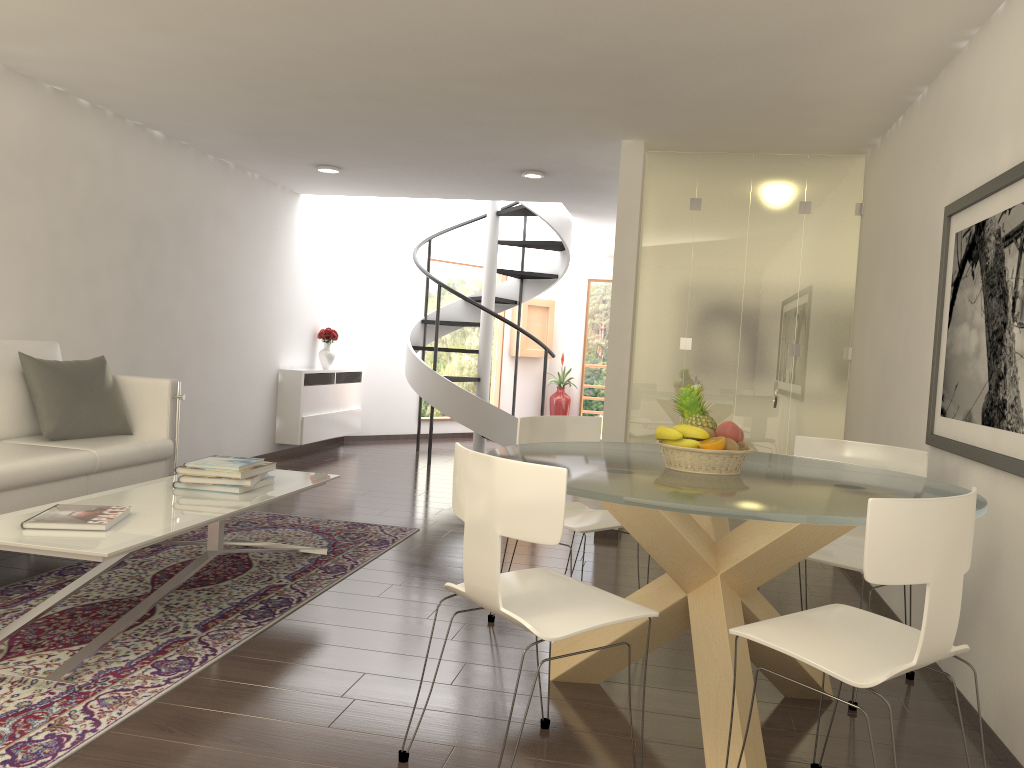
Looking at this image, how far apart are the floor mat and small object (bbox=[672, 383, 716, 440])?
2.13m

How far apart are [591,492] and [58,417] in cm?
371

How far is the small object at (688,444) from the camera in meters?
3.2 m

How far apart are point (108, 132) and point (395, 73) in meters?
2.7 m

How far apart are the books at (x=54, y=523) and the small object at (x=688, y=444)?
2.2m

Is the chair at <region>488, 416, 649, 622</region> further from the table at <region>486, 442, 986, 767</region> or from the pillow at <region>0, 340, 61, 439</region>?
the pillow at <region>0, 340, 61, 439</region>

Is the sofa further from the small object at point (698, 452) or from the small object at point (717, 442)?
the small object at point (717, 442)

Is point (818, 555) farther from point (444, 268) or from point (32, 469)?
point (444, 268)

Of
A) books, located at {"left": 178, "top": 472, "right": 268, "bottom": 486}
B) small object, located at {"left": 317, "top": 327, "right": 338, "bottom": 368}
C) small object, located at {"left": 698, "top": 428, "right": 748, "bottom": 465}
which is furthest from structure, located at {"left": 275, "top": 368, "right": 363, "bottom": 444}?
small object, located at {"left": 698, "top": 428, "right": 748, "bottom": 465}

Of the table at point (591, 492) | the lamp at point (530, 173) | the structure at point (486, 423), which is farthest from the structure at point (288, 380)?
the table at point (591, 492)
